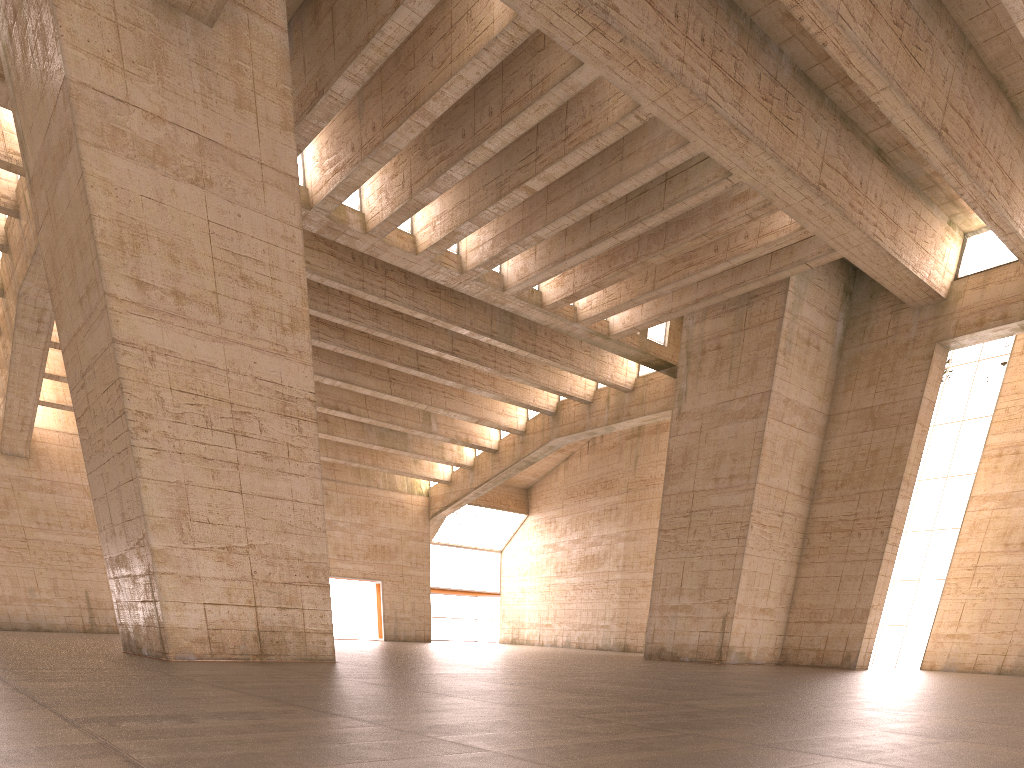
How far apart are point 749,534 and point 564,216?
10.7m

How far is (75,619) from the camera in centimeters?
2942cm

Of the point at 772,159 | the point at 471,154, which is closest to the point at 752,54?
the point at 772,159
